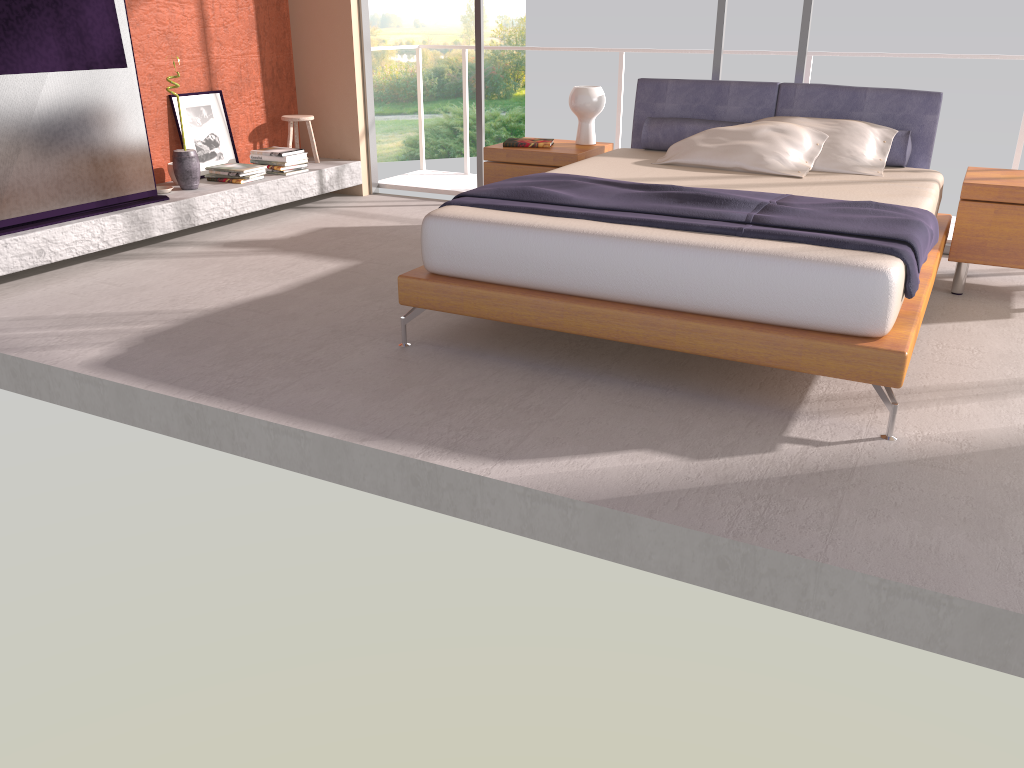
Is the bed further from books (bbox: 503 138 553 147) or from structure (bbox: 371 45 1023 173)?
structure (bbox: 371 45 1023 173)

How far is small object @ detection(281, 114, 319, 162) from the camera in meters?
6.5 m

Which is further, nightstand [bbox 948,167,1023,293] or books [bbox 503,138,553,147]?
books [bbox 503,138,553,147]

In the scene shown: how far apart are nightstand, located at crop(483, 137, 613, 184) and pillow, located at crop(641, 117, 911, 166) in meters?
0.3 m

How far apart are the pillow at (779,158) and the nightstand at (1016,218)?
0.71m

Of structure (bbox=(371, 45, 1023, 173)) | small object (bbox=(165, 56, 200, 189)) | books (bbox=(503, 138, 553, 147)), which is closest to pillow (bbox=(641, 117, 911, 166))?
books (bbox=(503, 138, 553, 147))

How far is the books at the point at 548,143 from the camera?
5.4m

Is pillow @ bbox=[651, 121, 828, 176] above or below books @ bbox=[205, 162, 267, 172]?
above

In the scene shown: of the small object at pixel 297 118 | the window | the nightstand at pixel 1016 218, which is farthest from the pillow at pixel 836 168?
the small object at pixel 297 118

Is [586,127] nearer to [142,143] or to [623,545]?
[142,143]
